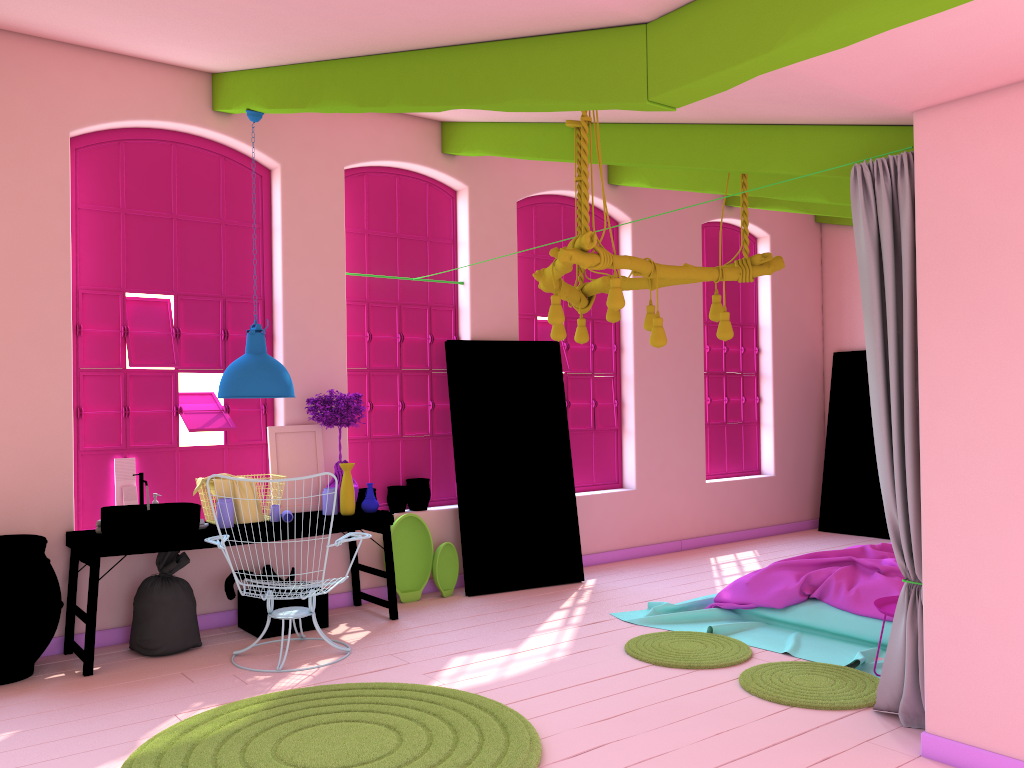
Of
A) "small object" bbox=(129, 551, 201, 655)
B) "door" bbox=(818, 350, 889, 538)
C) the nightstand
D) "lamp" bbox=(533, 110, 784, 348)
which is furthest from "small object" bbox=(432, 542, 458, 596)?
"door" bbox=(818, 350, 889, 538)

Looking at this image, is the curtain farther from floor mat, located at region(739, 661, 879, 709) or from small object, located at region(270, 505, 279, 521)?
small object, located at region(270, 505, 279, 521)

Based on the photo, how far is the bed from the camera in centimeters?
581cm

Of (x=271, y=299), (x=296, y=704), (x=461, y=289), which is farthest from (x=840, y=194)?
(x=296, y=704)

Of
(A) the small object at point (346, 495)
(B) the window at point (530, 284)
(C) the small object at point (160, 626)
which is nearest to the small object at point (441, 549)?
(A) the small object at point (346, 495)

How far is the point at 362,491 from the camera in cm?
736

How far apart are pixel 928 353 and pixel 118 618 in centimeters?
540cm

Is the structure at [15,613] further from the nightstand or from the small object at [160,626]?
the nightstand

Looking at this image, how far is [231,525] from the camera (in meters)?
6.11

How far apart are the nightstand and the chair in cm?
319
